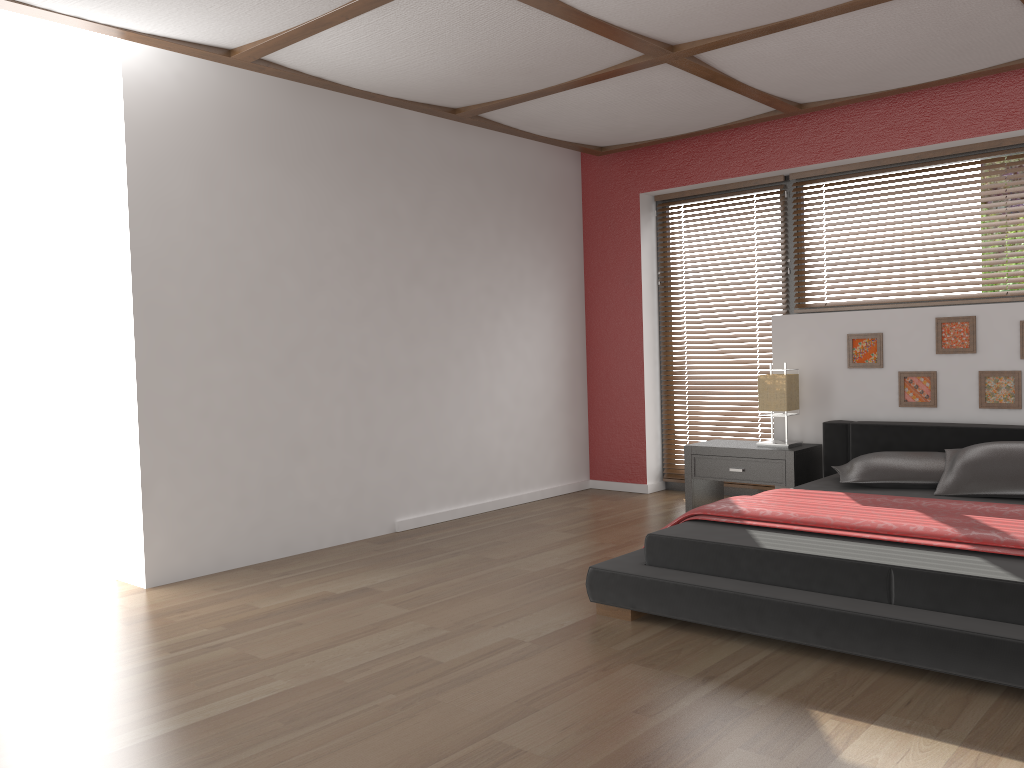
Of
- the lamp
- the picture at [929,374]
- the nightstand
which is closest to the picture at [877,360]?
the picture at [929,374]

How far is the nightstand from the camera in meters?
5.0 m

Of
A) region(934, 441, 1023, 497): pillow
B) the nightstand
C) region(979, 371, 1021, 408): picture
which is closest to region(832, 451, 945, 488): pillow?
region(934, 441, 1023, 497): pillow

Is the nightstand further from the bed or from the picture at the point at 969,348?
the picture at the point at 969,348

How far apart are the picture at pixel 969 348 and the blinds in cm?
128

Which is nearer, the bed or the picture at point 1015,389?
the bed

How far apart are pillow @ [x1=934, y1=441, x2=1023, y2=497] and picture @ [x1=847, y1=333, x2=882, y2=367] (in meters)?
0.85

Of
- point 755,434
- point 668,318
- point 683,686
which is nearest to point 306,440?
point 683,686

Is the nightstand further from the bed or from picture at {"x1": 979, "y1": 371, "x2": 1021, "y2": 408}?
picture at {"x1": 979, "y1": 371, "x2": 1021, "y2": 408}

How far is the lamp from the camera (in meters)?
5.13
